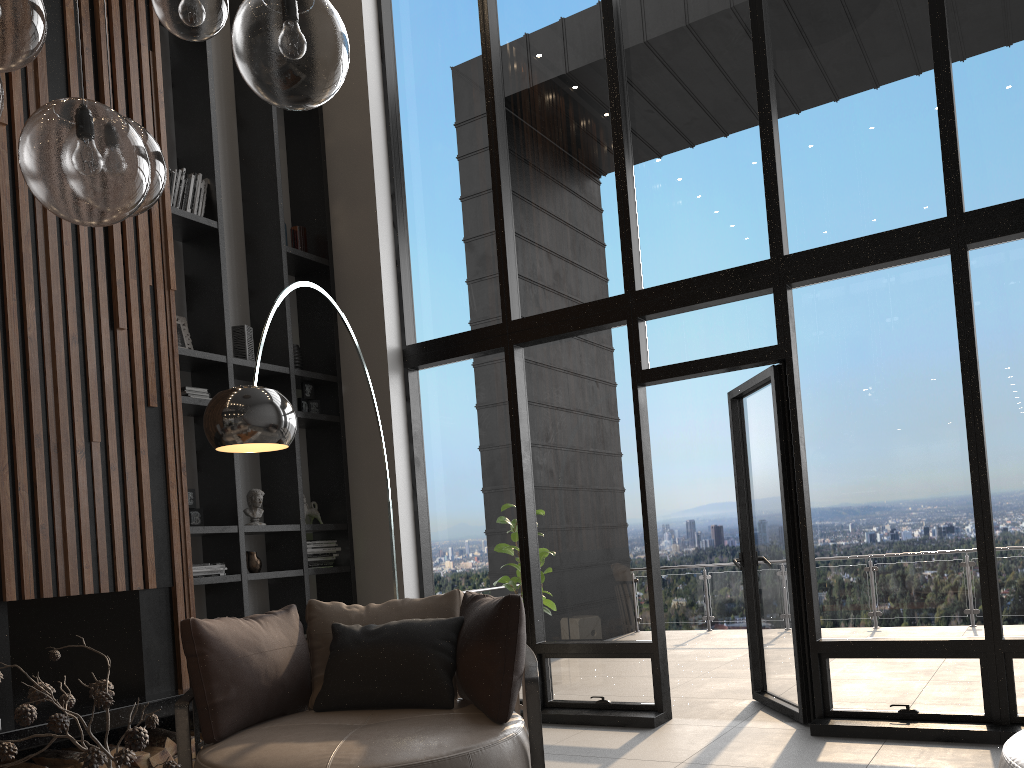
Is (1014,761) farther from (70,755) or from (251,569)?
(251,569)

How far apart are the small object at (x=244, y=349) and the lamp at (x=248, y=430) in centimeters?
167cm

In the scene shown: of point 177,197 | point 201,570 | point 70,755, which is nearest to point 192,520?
point 201,570

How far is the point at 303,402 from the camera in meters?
6.0

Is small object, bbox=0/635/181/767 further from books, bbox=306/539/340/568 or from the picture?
books, bbox=306/539/340/568

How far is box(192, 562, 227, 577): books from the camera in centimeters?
494cm

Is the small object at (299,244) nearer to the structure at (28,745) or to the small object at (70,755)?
the structure at (28,745)

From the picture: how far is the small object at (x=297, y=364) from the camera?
6.0 meters

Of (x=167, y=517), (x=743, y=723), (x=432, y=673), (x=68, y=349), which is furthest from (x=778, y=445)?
(x=68, y=349)

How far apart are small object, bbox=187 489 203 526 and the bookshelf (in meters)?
0.08
